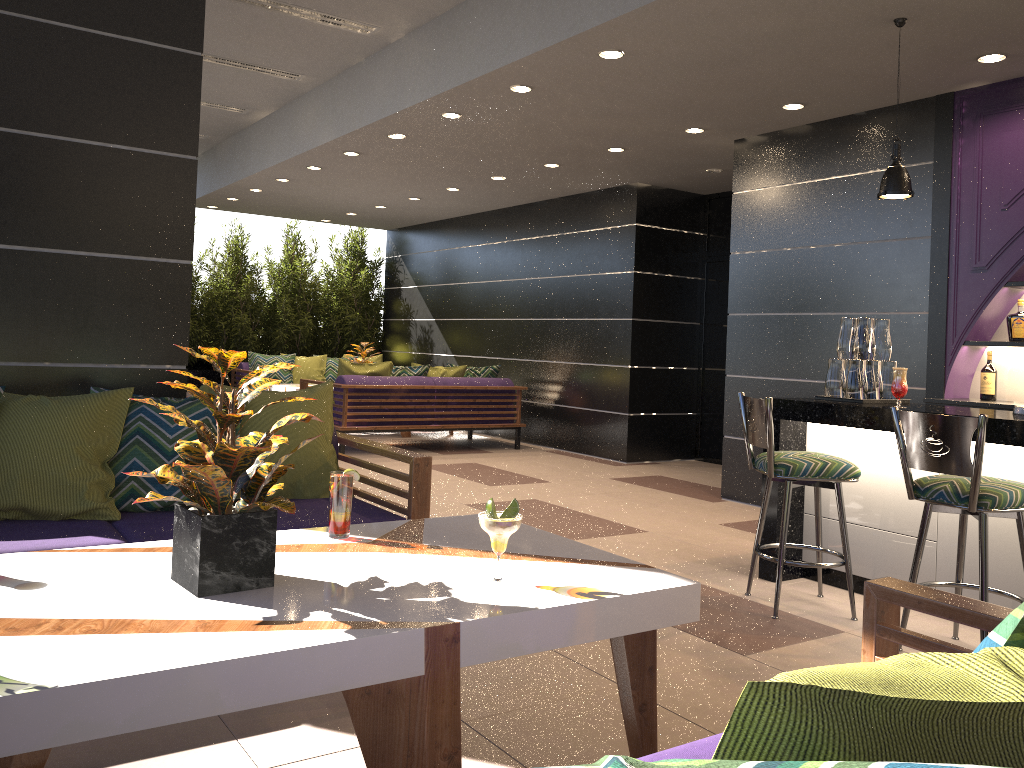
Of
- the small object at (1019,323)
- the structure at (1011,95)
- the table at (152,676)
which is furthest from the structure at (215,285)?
the table at (152,676)

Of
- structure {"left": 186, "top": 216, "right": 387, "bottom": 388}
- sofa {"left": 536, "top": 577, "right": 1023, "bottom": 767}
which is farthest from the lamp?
structure {"left": 186, "top": 216, "right": 387, "bottom": 388}

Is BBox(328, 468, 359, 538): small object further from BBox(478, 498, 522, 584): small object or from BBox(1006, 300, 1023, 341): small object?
BBox(1006, 300, 1023, 341): small object

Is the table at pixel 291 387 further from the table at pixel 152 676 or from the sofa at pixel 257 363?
the table at pixel 152 676

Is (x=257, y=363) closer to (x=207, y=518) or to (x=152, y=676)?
(x=207, y=518)

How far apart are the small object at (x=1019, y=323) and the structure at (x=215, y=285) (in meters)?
9.12

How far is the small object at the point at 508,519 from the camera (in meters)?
2.05

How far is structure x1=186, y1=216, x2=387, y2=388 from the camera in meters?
11.9

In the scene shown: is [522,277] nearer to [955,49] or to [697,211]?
[697,211]

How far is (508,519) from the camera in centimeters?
205cm
